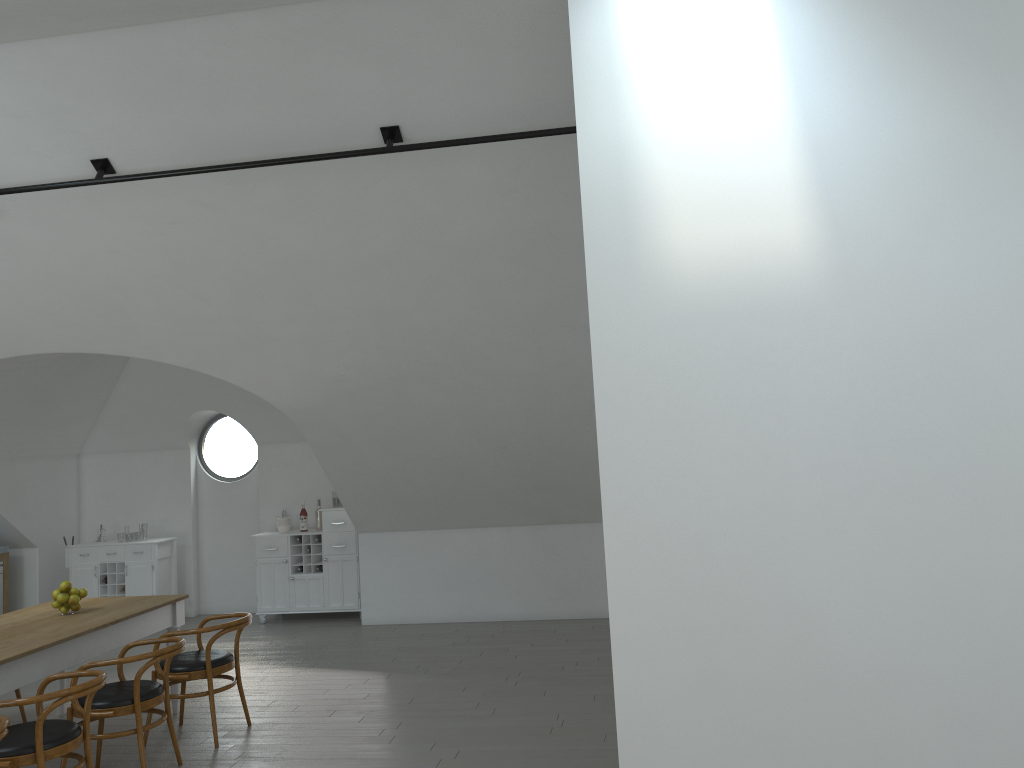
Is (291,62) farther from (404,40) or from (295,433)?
(295,433)

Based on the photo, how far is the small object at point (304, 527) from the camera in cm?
950

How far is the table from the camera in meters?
4.7 m

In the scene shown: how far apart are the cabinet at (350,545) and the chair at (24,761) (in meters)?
4.69

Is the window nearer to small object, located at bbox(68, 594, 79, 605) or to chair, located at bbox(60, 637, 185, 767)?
small object, located at bbox(68, 594, 79, 605)

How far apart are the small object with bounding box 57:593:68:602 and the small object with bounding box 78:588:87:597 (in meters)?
0.12

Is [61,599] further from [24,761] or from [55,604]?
[24,761]

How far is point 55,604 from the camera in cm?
567

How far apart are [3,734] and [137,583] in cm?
612

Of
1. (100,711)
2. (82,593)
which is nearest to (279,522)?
(82,593)
